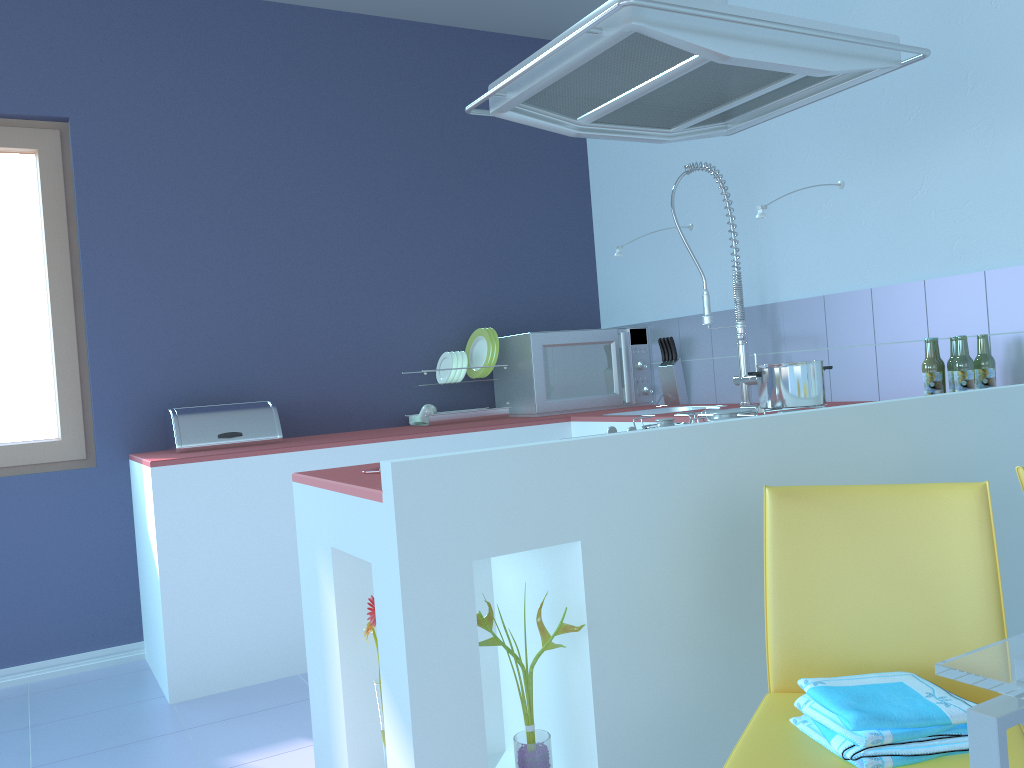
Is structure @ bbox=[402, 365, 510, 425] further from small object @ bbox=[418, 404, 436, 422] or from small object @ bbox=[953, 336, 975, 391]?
small object @ bbox=[953, 336, 975, 391]

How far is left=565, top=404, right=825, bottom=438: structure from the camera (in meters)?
2.06

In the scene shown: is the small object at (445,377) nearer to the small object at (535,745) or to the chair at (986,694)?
the small object at (535,745)

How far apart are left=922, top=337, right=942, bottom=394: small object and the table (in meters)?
1.62

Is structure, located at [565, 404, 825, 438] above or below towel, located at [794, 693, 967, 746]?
above

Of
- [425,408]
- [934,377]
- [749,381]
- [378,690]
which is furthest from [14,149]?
[934,377]

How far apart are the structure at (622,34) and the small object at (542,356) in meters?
1.3 m

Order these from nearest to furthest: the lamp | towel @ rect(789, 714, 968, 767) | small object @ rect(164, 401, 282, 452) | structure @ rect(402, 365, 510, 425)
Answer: towel @ rect(789, 714, 968, 767), the lamp, small object @ rect(164, 401, 282, 452), structure @ rect(402, 365, 510, 425)

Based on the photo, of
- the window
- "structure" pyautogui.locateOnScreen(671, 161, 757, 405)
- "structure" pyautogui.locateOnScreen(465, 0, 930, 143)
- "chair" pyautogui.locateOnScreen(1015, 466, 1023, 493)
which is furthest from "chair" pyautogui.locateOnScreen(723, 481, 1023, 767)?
the window

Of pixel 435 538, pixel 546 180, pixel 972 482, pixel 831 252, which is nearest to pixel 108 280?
pixel 546 180
